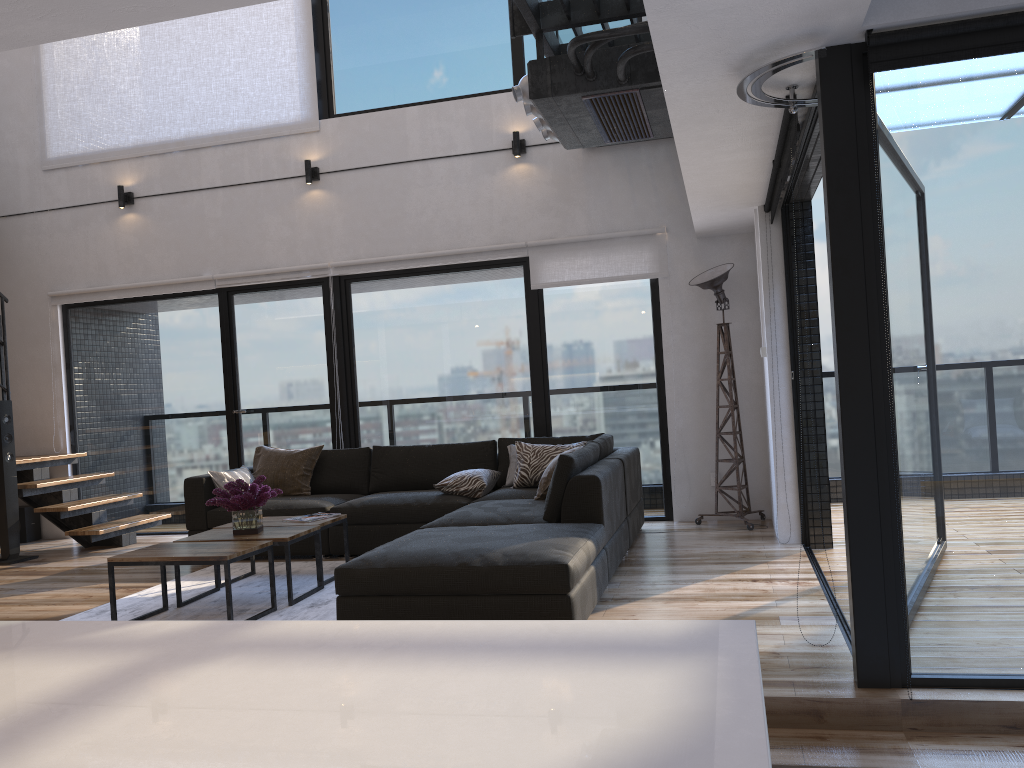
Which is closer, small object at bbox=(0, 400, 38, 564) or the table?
the table

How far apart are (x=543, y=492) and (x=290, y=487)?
2.1 meters

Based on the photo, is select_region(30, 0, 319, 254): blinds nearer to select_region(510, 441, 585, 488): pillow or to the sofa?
the sofa

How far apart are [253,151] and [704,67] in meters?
5.2 m

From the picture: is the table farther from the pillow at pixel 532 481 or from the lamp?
the lamp

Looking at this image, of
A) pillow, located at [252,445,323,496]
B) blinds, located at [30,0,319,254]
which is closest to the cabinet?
pillow, located at [252,445,323,496]

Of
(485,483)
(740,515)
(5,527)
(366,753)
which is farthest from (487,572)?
(5,527)

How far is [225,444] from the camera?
7.4m

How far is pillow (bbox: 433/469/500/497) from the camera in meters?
5.8

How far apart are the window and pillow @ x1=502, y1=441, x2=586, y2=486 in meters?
0.6 m
